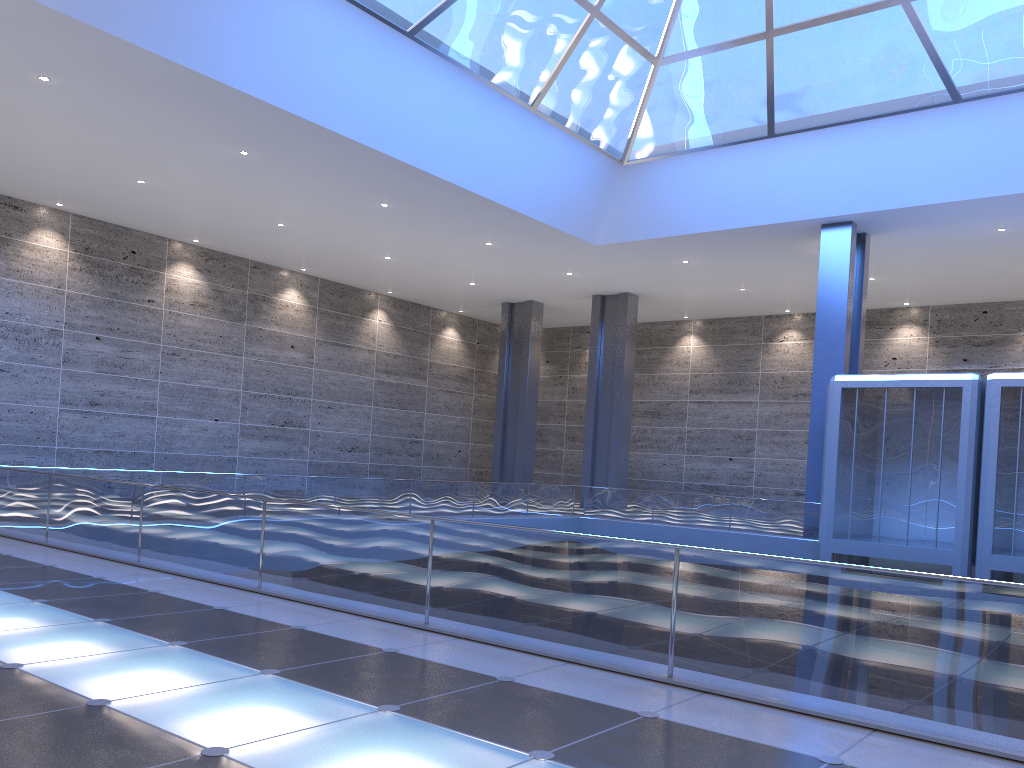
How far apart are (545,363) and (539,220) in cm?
2076
